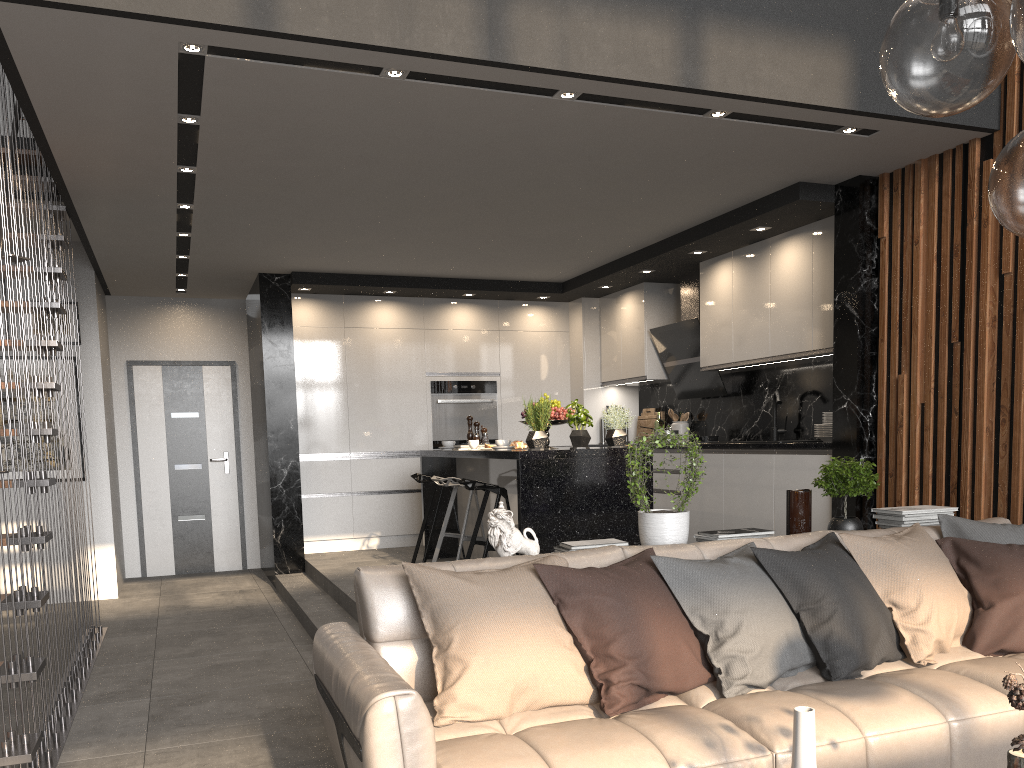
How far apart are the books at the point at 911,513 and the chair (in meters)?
2.25

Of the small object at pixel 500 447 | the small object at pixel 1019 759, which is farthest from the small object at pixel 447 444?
the small object at pixel 1019 759

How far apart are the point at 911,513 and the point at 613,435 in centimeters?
198cm

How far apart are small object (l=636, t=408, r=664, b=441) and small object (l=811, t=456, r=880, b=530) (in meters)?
4.15

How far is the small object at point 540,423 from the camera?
5.3 meters

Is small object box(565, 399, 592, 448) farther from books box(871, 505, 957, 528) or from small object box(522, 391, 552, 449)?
books box(871, 505, 957, 528)

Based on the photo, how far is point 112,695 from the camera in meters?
4.2 m

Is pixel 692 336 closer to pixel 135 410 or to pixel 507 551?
pixel 507 551

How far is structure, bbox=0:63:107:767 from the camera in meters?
3.0

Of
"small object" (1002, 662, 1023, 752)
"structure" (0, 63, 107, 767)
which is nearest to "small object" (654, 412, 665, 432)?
"structure" (0, 63, 107, 767)
